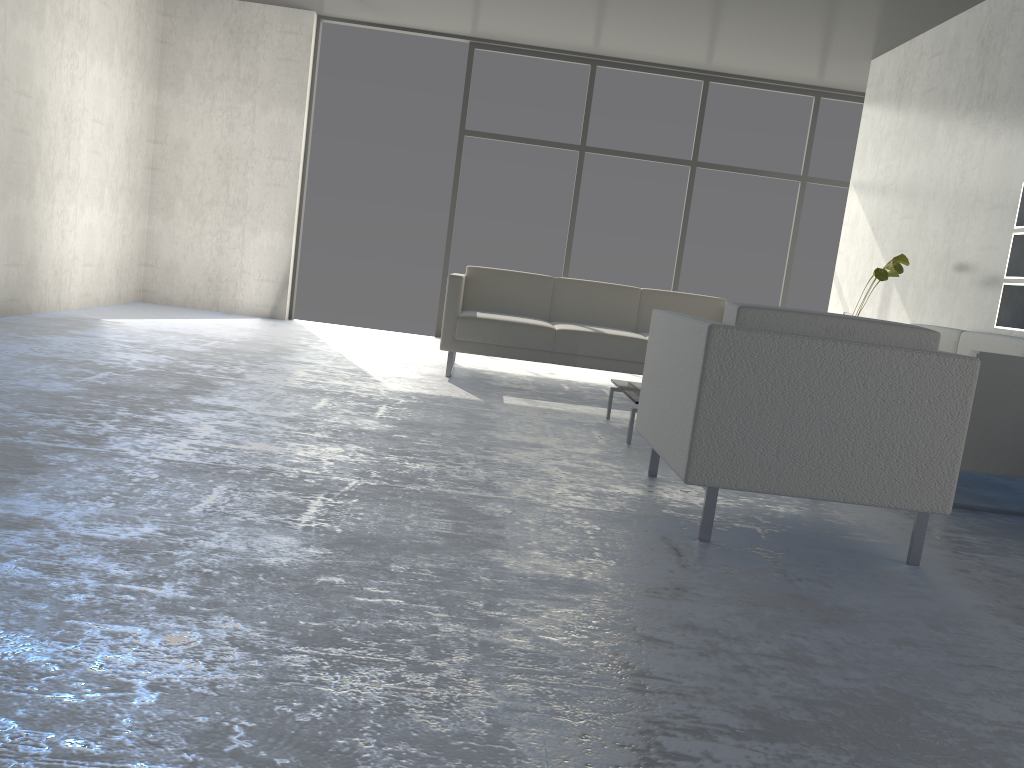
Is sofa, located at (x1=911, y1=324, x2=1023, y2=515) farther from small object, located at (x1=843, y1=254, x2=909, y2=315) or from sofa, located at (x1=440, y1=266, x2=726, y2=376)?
sofa, located at (x1=440, y1=266, x2=726, y2=376)

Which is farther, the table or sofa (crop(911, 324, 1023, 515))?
the table

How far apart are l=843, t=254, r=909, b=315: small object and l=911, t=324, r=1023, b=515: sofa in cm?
51

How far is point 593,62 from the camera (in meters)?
7.40

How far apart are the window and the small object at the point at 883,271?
2.49m

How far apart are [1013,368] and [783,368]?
1.4 meters

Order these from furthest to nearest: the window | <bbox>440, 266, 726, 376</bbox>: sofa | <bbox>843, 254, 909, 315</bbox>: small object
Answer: the window → <bbox>440, 266, 726, 376</bbox>: sofa → <bbox>843, 254, 909, 315</bbox>: small object

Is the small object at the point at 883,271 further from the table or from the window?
the window

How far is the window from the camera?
7.4m

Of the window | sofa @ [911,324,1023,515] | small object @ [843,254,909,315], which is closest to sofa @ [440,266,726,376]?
small object @ [843,254,909,315]
